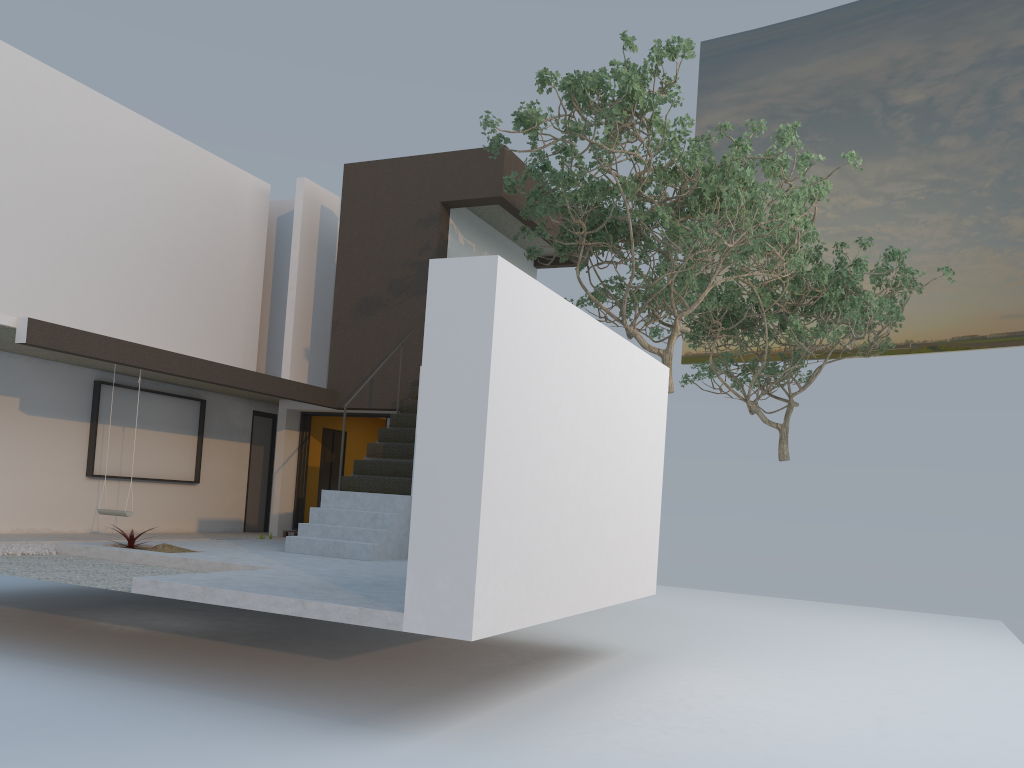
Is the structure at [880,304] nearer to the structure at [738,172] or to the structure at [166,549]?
the structure at [738,172]

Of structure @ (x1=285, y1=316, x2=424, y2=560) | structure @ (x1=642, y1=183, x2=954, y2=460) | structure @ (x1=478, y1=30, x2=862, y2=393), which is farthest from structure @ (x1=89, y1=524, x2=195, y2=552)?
structure @ (x1=642, y1=183, x2=954, y2=460)

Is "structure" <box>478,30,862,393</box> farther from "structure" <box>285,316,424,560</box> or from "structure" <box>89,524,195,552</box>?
"structure" <box>89,524,195,552</box>

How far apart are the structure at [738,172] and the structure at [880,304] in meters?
0.6

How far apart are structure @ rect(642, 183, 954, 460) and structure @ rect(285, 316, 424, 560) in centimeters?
467cm

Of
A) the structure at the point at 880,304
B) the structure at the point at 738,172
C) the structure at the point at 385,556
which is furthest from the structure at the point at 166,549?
the structure at the point at 880,304

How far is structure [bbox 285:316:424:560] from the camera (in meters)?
9.63

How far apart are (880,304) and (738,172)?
7.26m

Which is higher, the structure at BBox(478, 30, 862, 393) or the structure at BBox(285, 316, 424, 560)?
the structure at BBox(478, 30, 862, 393)

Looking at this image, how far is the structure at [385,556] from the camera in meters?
9.6 m
